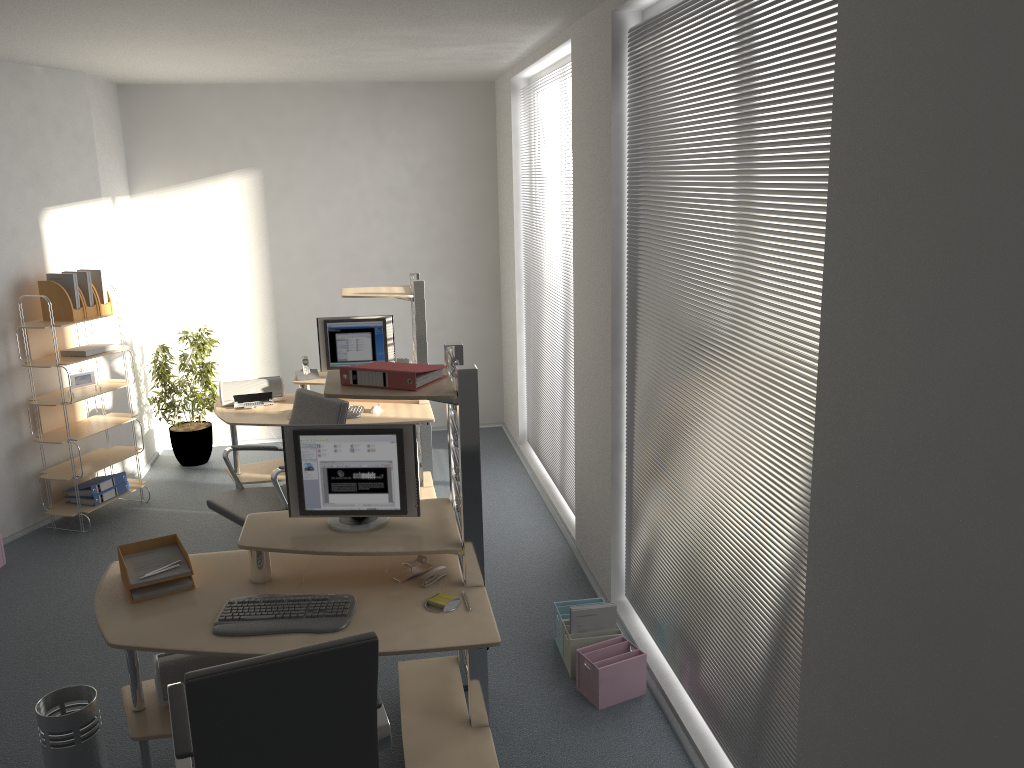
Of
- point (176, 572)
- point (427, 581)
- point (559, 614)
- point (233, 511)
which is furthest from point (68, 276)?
point (559, 614)

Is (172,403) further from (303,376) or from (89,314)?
(303,376)

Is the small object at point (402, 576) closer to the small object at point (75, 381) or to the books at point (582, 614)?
the books at point (582, 614)

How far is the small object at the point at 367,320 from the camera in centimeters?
606cm

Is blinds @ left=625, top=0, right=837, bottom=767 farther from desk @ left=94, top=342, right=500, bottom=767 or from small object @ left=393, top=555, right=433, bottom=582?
small object @ left=393, top=555, right=433, bottom=582

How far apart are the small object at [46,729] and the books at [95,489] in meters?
2.8

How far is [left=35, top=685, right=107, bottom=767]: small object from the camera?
3.2m

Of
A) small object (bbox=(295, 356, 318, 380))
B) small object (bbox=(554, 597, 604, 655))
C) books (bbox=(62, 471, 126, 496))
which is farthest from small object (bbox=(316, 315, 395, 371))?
small object (bbox=(554, 597, 604, 655))

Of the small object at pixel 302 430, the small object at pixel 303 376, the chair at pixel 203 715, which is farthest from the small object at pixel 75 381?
the chair at pixel 203 715

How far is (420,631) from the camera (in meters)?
3.00
